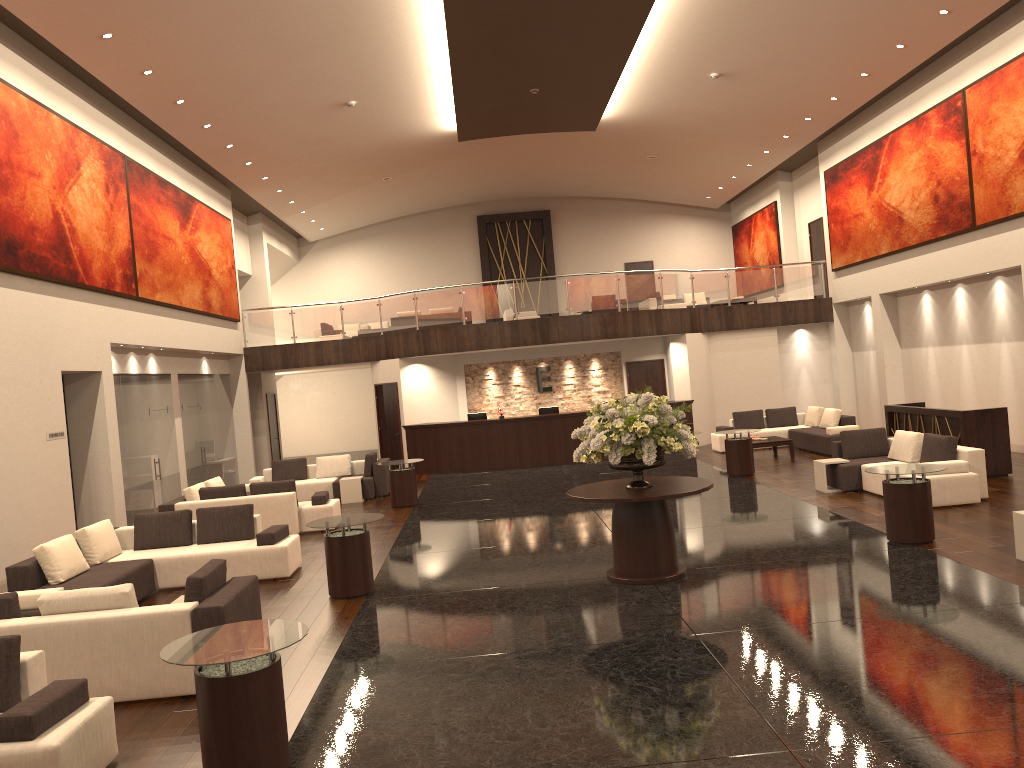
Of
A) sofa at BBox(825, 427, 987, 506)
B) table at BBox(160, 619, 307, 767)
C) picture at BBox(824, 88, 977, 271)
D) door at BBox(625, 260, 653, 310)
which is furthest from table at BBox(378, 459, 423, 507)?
door at BBox(625, 260, 653, 310)

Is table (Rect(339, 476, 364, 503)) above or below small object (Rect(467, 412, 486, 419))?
below

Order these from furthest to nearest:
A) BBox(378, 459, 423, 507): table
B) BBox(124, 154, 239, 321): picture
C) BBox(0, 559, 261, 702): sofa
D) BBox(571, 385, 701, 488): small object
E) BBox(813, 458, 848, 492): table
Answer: BBox(124, 154, 239, 321): picture, BBox(378, 459, 423, 507): table, BBox(813, 458, 848, 492): table, BBox(571, 385, 701, 488): small object, BBox(0, 559, 261, 702): sofa

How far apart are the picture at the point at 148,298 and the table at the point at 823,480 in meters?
11.7

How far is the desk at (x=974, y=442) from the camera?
13.4m

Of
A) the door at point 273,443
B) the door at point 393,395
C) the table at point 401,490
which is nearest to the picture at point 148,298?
the door at point 273,443

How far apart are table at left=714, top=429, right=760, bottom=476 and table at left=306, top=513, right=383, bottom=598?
8.3 meters

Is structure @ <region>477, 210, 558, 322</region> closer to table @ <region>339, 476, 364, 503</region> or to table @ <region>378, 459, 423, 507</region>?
table @ <region>339, 476, 364, 503</region>

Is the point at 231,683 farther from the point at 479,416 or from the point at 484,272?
the point at 484,272

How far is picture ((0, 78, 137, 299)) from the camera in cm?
1150
